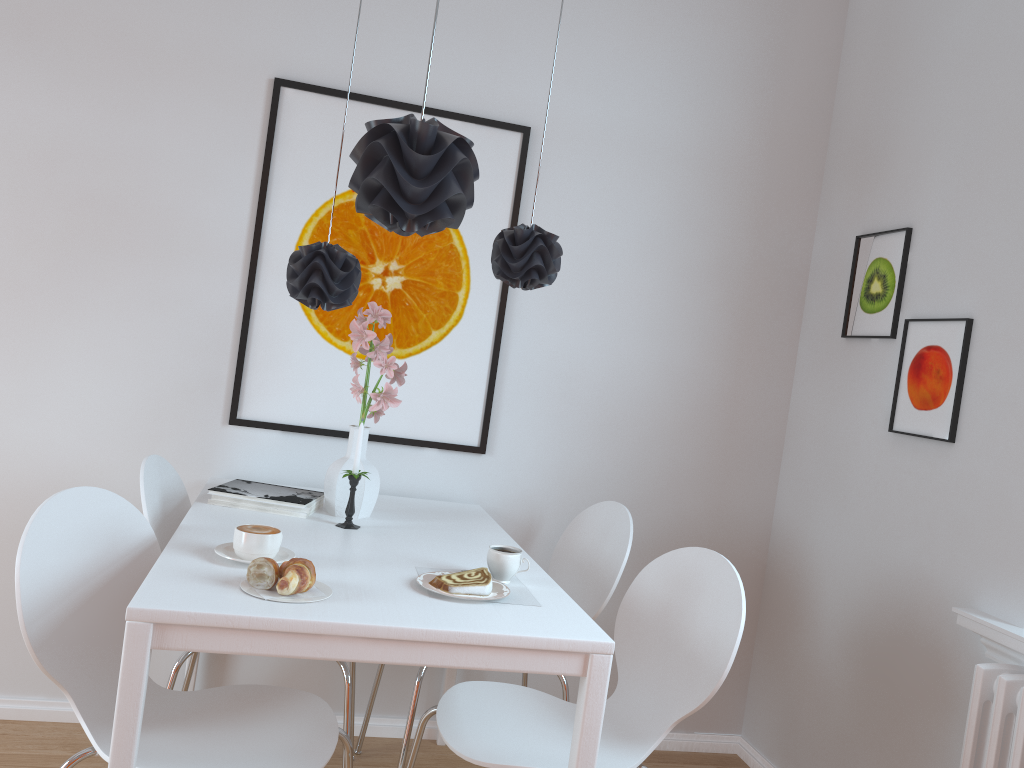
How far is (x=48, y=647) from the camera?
1.6 meters

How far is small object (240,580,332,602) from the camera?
1.6m

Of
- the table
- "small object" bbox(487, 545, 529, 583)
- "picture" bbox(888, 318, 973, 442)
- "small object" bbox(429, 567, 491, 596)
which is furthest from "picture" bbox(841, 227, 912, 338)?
"small object" bbox(429, 567, 491, 596)

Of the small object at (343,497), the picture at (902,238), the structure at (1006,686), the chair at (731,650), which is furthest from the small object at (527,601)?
the picture at (902,238)

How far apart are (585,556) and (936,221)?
1.4 meters

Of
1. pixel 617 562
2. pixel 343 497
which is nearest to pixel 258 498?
pixel 343 497

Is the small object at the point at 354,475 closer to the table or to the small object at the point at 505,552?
the table

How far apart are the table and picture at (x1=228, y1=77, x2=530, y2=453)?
0.2 meters

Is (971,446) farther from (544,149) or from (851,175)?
(544,149)

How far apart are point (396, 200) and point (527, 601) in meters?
0.9 m
